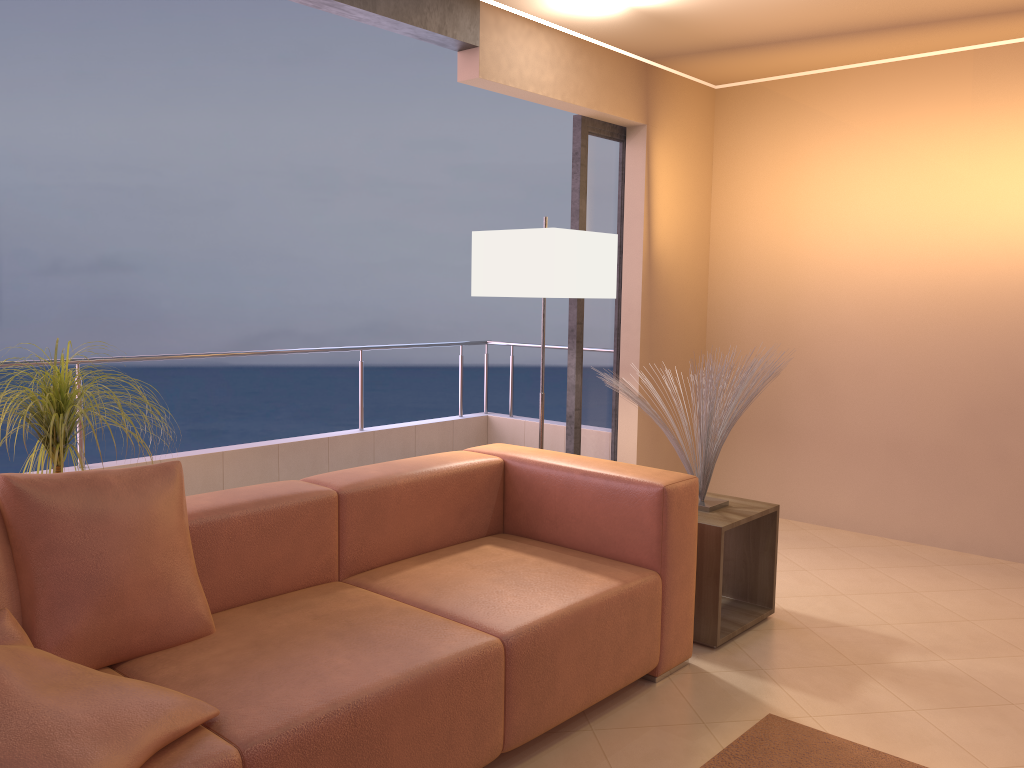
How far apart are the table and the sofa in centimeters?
20cm

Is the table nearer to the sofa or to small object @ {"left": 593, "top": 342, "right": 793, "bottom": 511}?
small object @ {"left": 593, "top": 342, "right": 793, "bottom": 511}

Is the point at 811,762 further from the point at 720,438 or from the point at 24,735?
the point at 24,735

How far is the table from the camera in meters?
3.1

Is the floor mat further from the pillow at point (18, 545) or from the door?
the door

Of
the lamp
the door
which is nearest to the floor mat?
the lamp

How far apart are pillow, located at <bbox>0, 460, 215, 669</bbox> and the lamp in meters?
1.7

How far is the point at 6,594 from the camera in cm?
189

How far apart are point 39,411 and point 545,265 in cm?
187

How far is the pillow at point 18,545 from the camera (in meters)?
1.92
